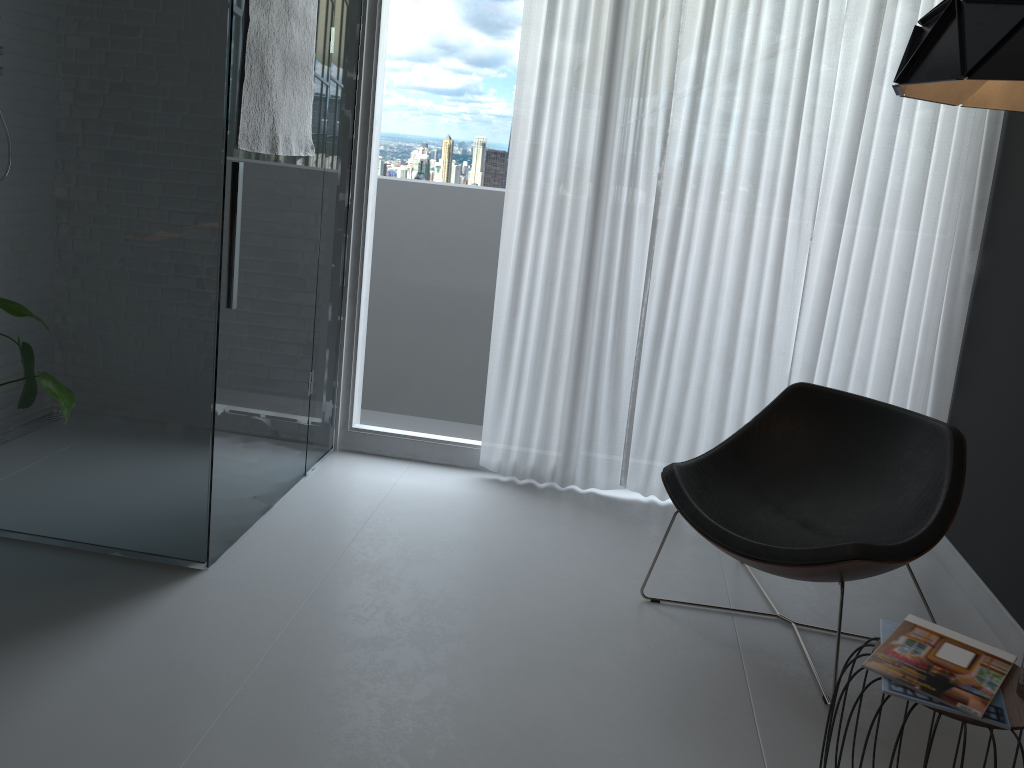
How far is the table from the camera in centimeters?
168cm

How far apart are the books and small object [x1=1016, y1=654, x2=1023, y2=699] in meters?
0.0

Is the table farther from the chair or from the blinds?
the blinds

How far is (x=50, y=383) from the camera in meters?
2.3 m

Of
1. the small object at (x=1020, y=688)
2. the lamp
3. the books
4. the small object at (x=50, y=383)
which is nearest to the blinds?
the lamp

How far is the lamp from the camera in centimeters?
138cm

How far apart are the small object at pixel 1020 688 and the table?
0.0 meters

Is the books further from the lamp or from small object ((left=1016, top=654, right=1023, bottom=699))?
the lamp

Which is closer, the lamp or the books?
the lamp

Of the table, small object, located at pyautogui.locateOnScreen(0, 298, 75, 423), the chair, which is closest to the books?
the table
